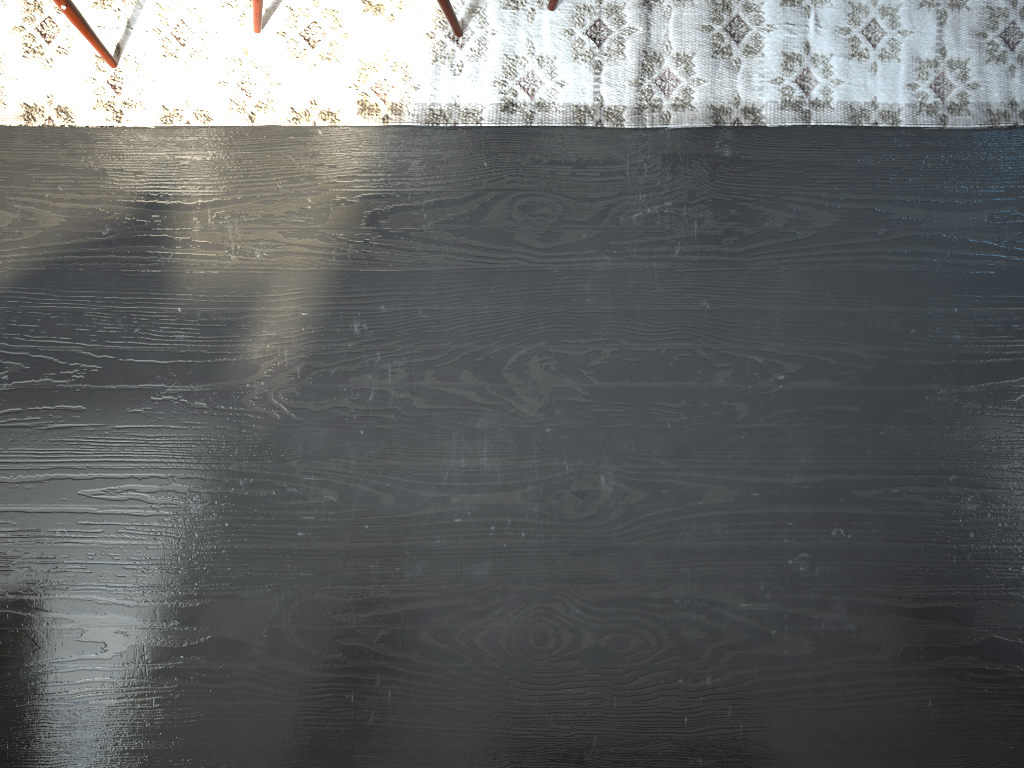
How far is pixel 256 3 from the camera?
1.6m

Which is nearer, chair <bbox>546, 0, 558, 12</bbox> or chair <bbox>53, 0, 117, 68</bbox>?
chair <bbox>53, 0, 117, 68</bbox>

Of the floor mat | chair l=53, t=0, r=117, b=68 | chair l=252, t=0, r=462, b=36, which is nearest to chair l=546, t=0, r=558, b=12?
the floor mat

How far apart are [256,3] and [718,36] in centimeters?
87cm

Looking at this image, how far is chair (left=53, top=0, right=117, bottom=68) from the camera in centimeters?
155cm

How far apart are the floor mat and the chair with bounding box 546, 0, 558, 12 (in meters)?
0.01

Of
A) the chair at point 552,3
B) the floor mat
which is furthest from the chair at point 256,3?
the chair at point 552,3

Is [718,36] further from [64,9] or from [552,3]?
[64,9]

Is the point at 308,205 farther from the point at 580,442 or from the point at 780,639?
the point at 780,639

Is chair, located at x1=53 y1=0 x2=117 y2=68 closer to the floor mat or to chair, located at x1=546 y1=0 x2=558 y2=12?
the floor mat
